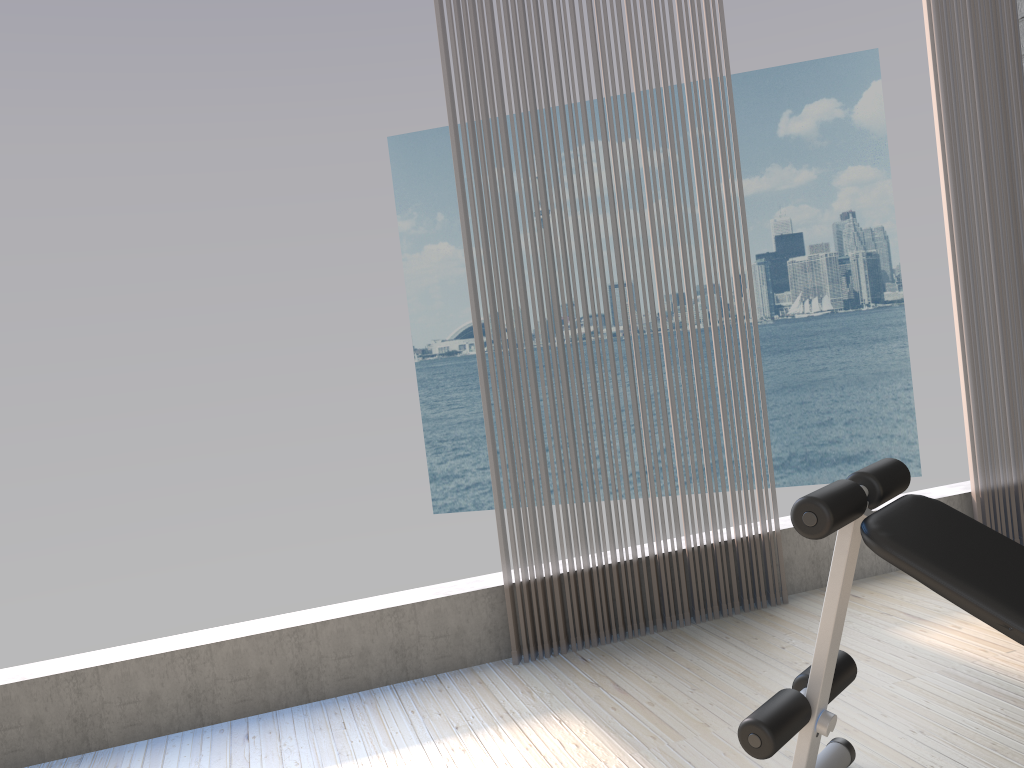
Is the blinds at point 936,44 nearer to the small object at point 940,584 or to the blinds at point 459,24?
the blinds at point 459,24

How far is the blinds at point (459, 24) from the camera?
3.0 meters

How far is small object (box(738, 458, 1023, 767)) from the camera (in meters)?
1.52

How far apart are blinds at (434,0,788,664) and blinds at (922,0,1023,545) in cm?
95

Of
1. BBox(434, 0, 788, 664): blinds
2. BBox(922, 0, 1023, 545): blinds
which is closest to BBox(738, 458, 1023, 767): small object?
BBox(434, 0, 788, 664): blinds

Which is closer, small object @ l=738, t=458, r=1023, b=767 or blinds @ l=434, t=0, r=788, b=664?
small object @ l=738, t=458, r=1023, b=767

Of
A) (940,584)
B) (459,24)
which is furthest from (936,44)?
(940,584)

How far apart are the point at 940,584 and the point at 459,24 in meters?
2.3 m

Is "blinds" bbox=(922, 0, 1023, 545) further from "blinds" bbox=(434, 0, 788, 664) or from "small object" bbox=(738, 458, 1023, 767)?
"small object" bbox=(738, 458, 1023, 767)

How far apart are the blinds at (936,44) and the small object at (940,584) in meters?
1.9 m
